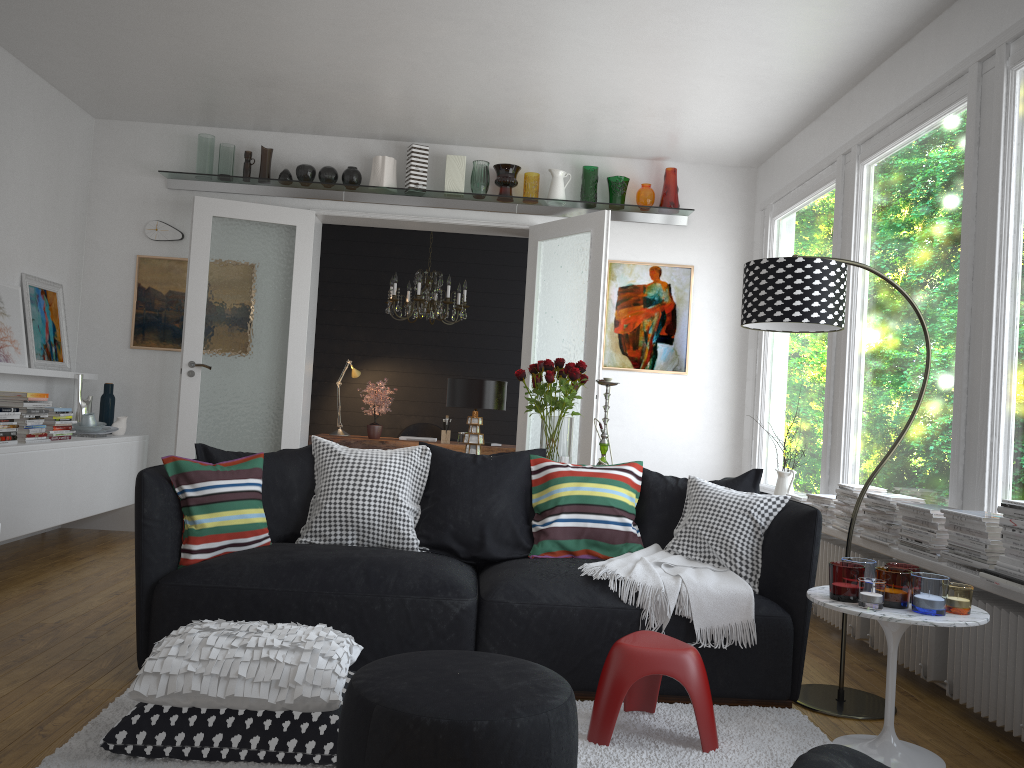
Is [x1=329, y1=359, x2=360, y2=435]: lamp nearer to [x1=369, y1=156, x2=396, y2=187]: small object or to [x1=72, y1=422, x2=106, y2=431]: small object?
[x1=369, y1=156, x2=396, y2=187]: small object

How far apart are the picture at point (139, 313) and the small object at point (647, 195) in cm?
348

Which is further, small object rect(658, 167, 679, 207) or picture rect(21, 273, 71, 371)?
small object rect(658, 167, 679, 207)

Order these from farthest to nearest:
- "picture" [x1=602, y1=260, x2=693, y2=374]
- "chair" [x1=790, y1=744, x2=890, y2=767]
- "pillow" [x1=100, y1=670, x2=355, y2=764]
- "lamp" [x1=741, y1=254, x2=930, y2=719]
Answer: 1. "picture" [x1=602, y1=260, x2=693, y2=374]
2. "lamp" [x1=741, y1=254, x2=930, y2=719]
3. "pillow" [x1=100, y1=670, x2=355, y2=764]
4. "chair" [x1=790, y1=744, x2=890, y2=767]

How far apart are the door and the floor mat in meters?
2.9 m

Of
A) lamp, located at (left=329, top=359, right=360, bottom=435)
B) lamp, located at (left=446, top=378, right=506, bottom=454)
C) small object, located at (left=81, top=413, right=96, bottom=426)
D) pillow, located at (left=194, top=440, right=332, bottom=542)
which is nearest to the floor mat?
pillow, located at (left=194, top=440, right=332, bottom=542)

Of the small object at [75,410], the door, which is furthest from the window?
the small object at [75,410]

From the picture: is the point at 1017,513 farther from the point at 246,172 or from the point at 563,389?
the point at 246,172

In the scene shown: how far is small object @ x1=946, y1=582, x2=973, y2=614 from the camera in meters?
2.8 m

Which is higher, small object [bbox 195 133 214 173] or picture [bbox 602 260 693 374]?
small object [bbox 195 133 214 173]
